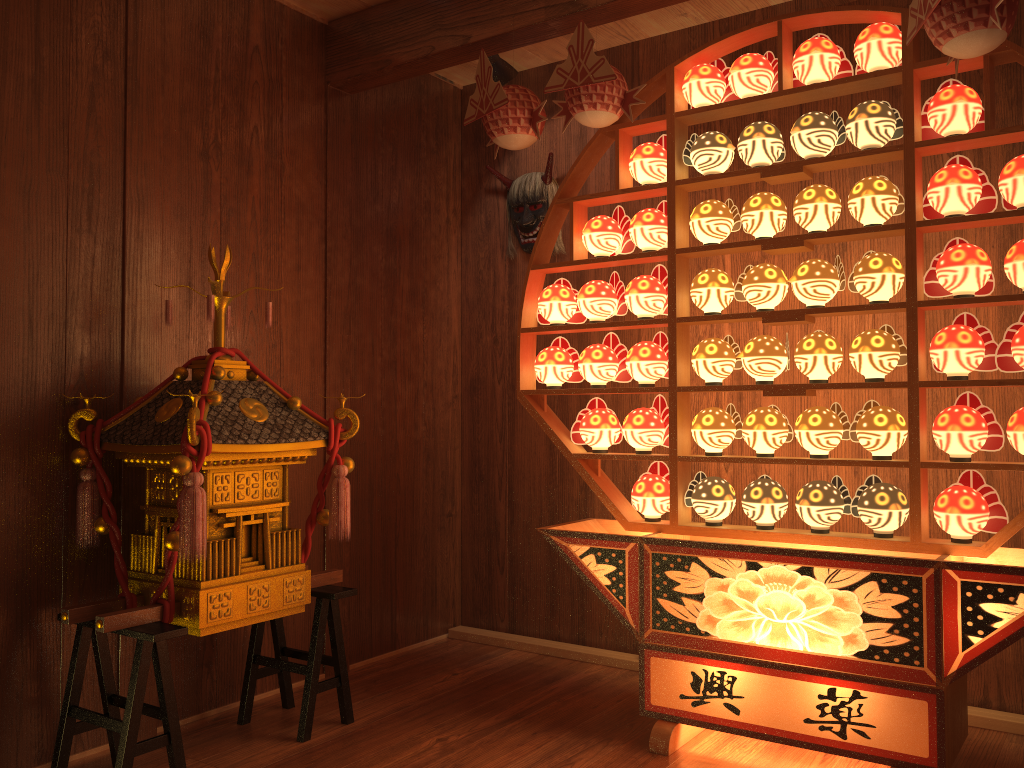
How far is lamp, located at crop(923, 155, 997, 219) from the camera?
2.31m

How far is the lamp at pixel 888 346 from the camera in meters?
2.4 m

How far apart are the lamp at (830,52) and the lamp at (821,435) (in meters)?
0.95

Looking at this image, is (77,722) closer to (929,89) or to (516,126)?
(516,126)

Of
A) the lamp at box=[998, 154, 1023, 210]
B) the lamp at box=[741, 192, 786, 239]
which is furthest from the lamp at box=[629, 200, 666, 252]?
the lamp at box=[998, 154, 1023, 210]

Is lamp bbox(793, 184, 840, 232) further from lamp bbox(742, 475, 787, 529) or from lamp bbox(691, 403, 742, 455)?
lamp bbox(742, 475, 787, 529)

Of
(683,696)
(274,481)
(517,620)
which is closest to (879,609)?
(683,696)

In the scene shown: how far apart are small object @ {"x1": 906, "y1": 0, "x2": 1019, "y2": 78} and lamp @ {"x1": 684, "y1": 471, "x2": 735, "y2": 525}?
1.3m

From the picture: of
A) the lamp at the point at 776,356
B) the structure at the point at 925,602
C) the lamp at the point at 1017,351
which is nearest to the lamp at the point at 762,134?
the structure at the point at 925,602

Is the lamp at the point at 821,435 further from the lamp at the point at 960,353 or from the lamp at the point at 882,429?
the lamp at the point at 960,353
